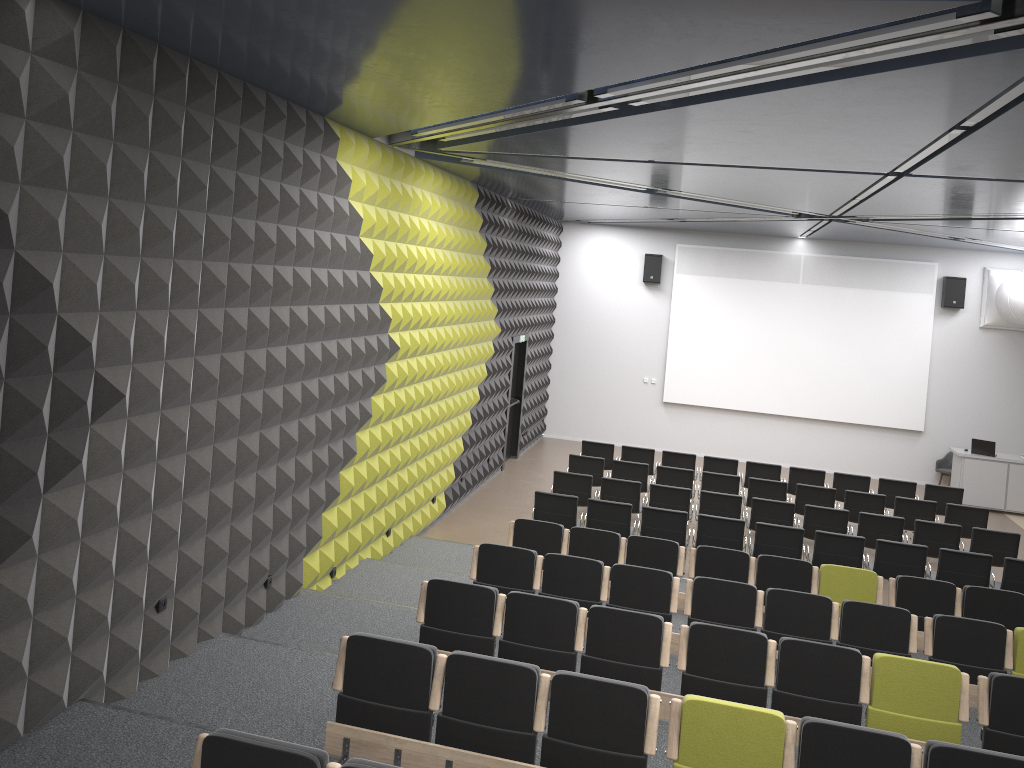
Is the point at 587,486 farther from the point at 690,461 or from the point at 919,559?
the point at 919,559

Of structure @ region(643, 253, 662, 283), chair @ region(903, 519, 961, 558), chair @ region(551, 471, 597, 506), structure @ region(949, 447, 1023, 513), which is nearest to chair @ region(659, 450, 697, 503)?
chair @ region(551, 471, 597, 506)

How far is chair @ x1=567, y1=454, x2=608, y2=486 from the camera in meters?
13.7

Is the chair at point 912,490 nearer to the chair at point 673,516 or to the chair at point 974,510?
the chair at point 974,510

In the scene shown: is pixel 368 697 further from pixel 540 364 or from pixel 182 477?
pixel 540 364

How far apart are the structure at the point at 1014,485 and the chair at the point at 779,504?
6.4 meters

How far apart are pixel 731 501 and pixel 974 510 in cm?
360

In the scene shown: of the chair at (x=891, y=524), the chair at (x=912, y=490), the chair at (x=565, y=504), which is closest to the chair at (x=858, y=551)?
the chair at (x=891, y=524)

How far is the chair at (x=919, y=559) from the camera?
10.26m

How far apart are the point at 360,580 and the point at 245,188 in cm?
450
